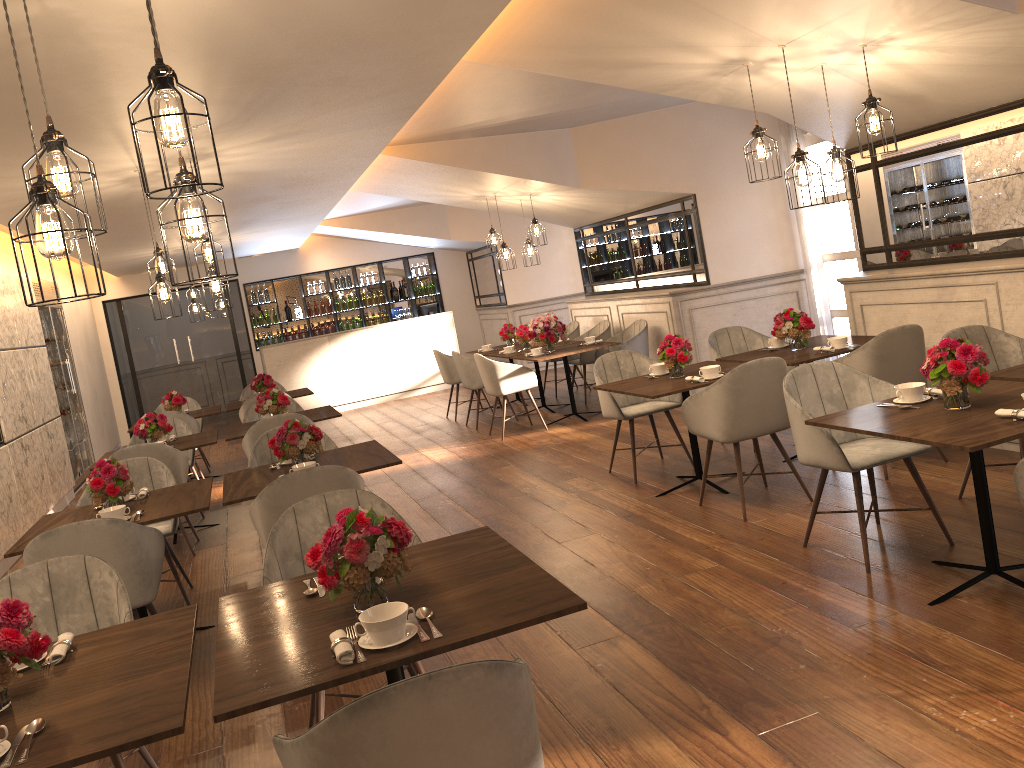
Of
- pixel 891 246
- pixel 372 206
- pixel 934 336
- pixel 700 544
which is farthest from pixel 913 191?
pixel 372 206

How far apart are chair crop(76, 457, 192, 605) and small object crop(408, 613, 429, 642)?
3.34m

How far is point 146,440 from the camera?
7.1 meters

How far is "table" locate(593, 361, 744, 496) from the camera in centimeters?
528cm

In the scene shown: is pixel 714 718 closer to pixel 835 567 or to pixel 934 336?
pixel 835 567

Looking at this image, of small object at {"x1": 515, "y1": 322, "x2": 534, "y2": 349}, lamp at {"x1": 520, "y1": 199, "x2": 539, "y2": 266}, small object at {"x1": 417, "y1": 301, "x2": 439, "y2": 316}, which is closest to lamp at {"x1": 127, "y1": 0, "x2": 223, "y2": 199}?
lamp at {"x1": 520, "y1": 199, "x2": 539, "y2": 266}

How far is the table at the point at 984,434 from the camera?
3.1m

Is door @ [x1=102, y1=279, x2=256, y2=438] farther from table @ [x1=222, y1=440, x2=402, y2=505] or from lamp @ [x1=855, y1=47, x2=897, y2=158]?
lamp @ [x1=855, y1=47, x2=897, y2=158]

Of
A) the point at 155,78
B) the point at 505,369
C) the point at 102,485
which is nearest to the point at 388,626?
the point at 155,78

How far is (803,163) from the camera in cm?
452
